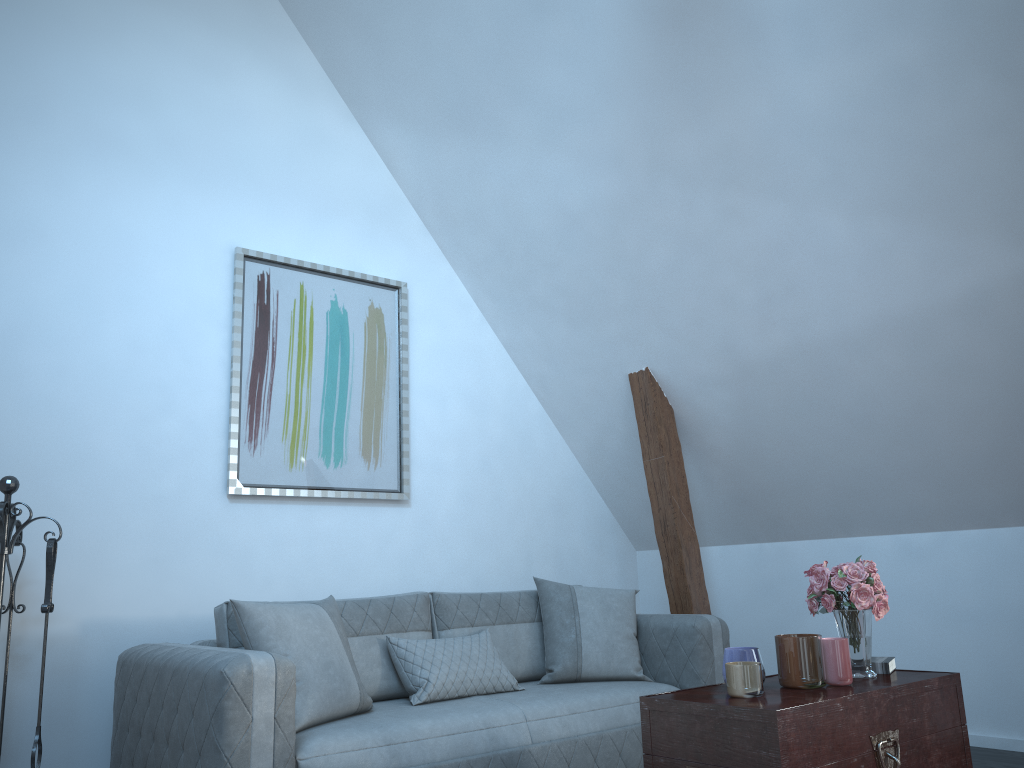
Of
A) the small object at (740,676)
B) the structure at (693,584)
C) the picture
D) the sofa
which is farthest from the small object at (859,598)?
the picture

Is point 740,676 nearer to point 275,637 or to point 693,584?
point 275,637

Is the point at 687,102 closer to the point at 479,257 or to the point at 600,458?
the point at 479,257

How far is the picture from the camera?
4.2m

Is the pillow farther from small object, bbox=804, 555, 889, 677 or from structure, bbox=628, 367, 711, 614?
small object, bbox=804, 555, 889, 677

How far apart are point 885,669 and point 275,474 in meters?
2.7 m

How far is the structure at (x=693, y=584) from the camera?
4.6m

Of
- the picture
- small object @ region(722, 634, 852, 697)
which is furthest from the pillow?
small object @ region(722, 634, 852, 697)

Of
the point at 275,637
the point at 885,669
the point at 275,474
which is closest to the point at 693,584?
the point at 885,669

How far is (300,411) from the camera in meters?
→ 4.3
